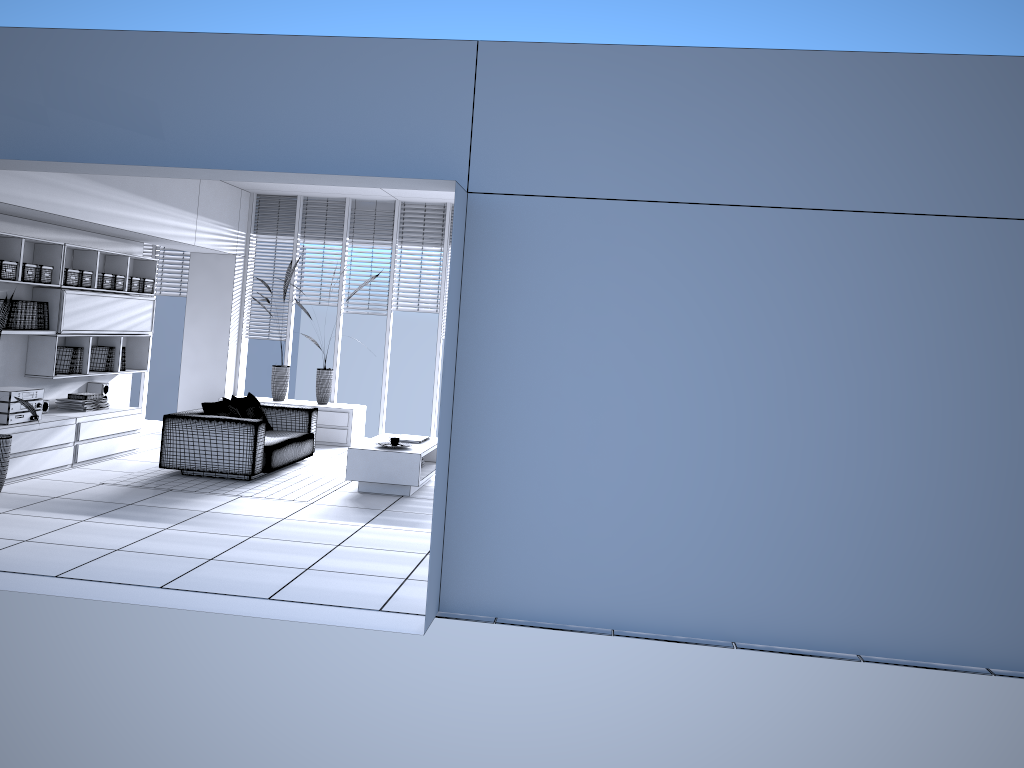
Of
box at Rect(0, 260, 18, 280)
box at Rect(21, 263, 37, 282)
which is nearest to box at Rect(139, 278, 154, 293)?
box at Rect(21, 263, 37, 282)

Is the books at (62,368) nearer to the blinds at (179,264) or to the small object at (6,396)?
the small object at (6,396)

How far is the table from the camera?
7.7 meters

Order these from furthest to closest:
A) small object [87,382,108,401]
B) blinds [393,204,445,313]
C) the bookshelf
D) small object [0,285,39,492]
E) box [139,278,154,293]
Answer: blinds [393,204,445,313], box [139,278,154,293], small object [87,382,108,401], the bookshelf, small object [0,285,39,492]

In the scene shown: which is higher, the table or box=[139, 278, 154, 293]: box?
box=[139, 278, 154, 293]: box

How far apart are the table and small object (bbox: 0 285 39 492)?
2.5m

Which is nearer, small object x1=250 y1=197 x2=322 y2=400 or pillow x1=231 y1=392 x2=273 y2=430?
pillow x1=231 y1=392 x2=273 y2=430

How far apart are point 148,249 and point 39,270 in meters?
3.9

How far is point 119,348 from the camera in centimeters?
917cm

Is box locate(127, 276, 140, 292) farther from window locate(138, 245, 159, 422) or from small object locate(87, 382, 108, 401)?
window locate(138, 245, 159, 422)
